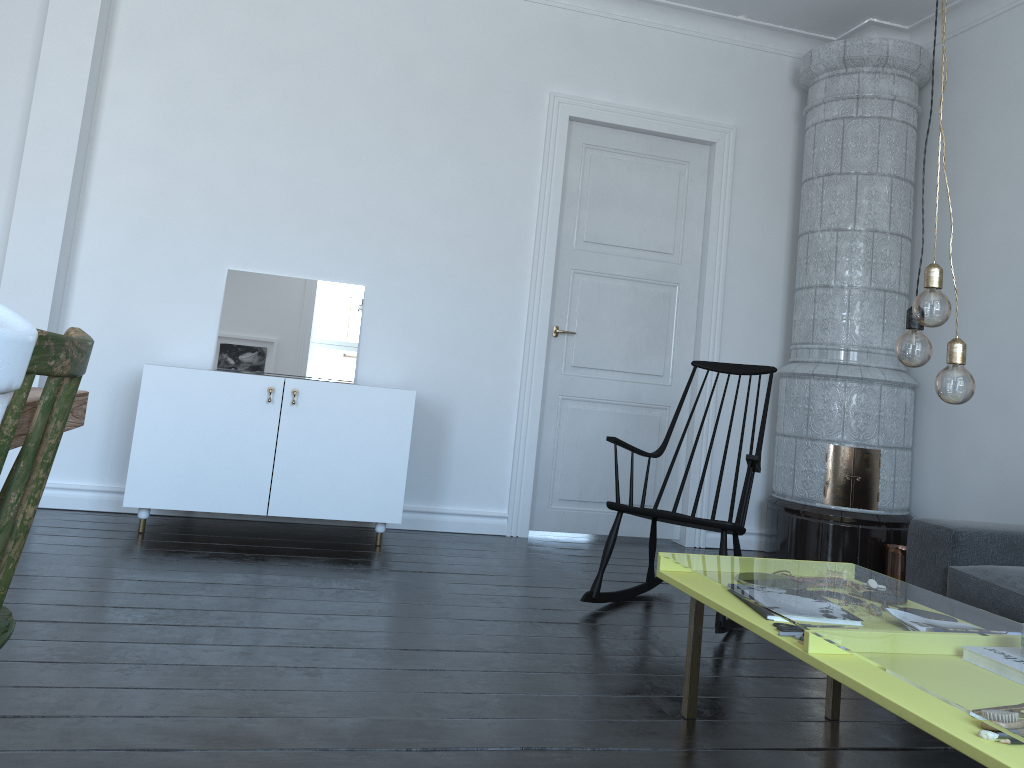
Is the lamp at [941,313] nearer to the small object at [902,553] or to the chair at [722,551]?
the chair at [722,551]

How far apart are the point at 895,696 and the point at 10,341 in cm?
148

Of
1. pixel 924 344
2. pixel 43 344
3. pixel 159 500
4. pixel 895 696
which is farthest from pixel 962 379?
pixel 159 500

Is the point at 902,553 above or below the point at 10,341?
below

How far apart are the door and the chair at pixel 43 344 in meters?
3.6

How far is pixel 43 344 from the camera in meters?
1.0 m

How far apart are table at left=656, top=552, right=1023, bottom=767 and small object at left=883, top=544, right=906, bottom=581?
0.3m

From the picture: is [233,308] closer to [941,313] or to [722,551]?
[722,551]

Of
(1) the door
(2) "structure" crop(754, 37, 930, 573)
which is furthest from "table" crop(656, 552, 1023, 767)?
(1) the door

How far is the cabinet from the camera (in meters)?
3.88
